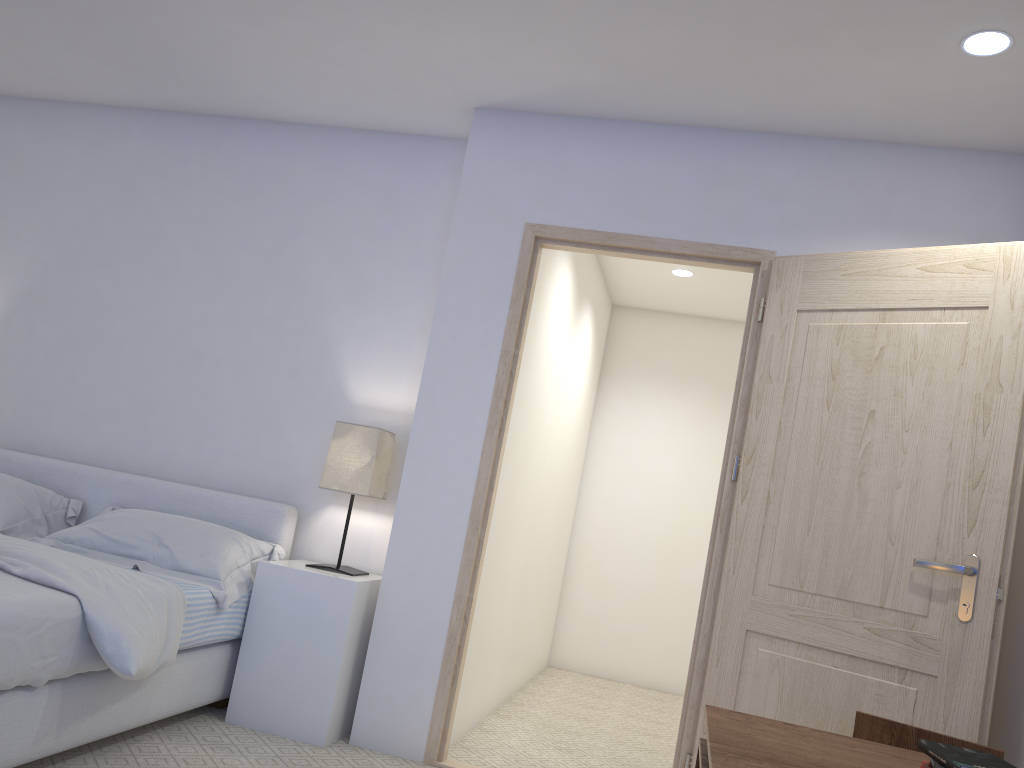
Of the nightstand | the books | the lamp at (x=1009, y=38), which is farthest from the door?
the books

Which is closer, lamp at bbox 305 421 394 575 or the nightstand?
the nightstand

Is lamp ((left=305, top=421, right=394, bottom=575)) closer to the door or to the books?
the door

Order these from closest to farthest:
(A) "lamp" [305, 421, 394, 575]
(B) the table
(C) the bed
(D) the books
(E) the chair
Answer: (D) the books, (B) the table, (E) the chair, (C) the bed, (A) "lamp" [305, 421, 394, 575]

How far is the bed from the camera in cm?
228

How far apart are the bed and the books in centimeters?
189cm

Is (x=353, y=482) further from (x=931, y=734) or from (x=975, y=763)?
(x=975, y=763)

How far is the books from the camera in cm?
138

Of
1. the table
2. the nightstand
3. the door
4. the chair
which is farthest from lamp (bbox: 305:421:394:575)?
the chair

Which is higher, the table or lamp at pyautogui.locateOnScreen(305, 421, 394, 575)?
lamp at pyautogui.locateOnScreen(305, 421, 394, 575)
